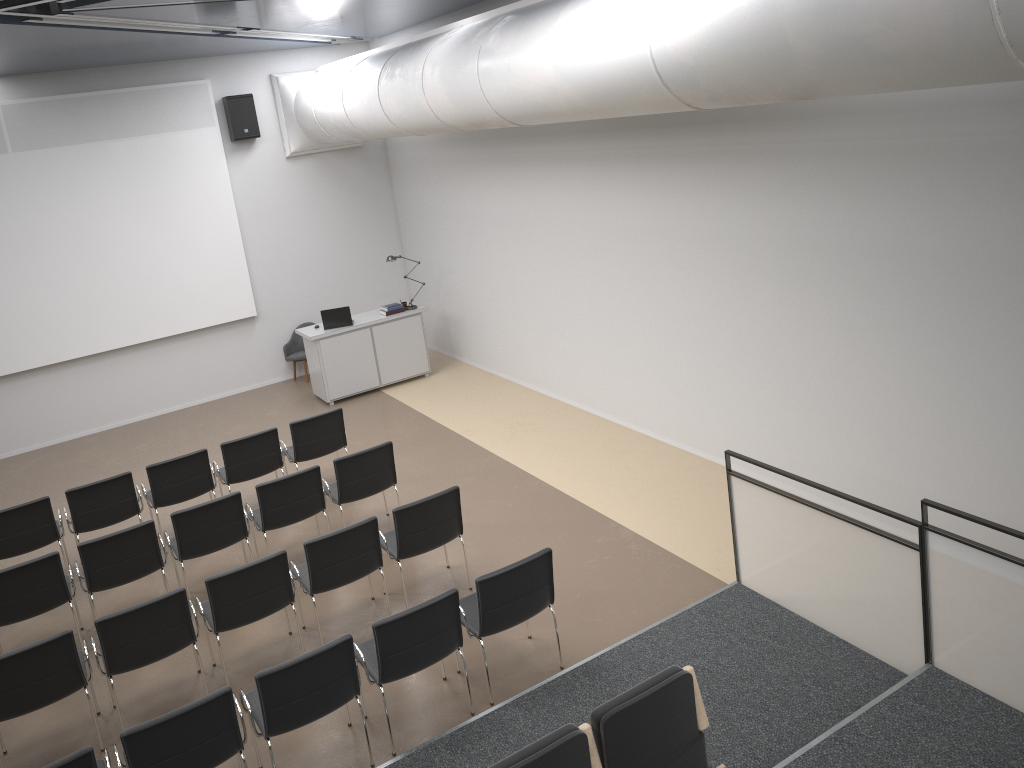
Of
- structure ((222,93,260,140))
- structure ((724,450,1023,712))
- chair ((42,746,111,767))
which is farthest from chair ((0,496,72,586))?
structure ((222,93,260,140))

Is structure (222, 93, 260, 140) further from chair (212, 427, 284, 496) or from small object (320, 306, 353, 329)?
chair (212, 427, 284, 496)

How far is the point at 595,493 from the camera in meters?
8.4

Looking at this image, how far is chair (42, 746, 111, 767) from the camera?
4.4 meters

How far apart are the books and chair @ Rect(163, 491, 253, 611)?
5.3 meters

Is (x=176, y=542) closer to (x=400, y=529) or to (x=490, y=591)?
(x=400, y=529)

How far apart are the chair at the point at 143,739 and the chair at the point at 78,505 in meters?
3.5

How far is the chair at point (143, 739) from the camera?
4.6 meters

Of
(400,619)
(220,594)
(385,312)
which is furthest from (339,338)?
(400,619)

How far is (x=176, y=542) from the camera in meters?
7.1
